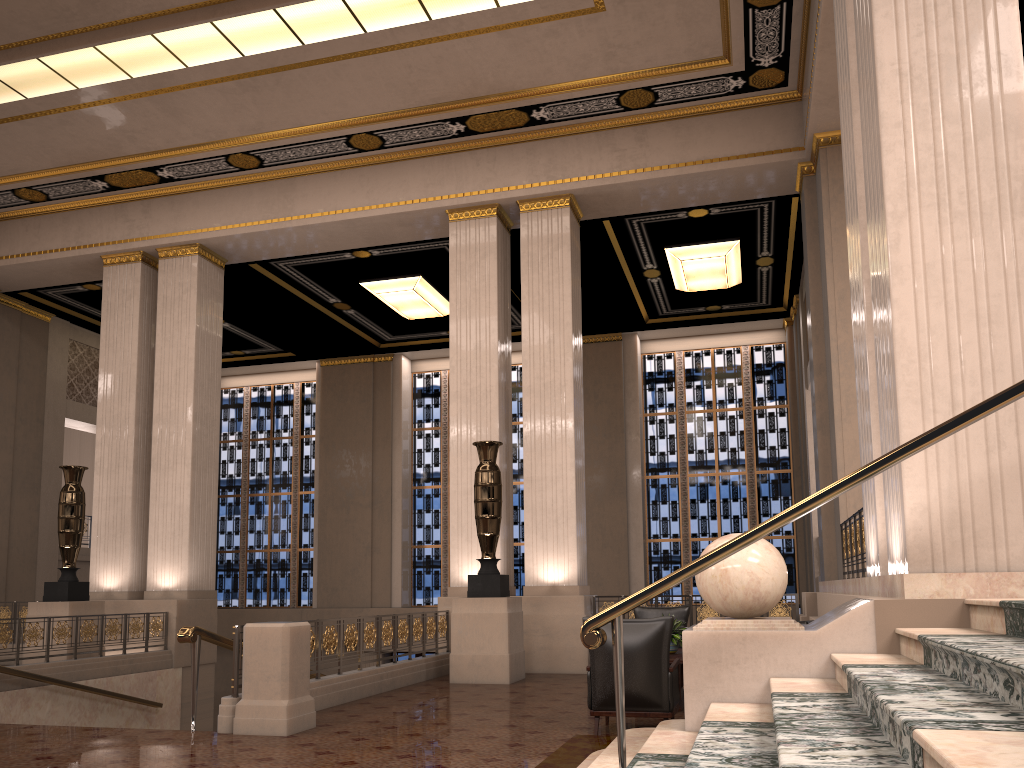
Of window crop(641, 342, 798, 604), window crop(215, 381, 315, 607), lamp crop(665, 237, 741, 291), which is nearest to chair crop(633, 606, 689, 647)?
lamp crop(665, 237, 741, 291)

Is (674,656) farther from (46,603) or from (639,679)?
(46,603)

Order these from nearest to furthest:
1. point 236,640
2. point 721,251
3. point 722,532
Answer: Result: point 236,640, point 721,251, point 722,532

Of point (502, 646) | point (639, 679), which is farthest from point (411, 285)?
point (639, 679)

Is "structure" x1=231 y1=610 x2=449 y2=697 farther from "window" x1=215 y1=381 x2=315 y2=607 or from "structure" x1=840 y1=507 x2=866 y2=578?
"window" x1=215 y1=381 x2=315 y2=607

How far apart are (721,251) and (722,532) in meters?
6.3 m

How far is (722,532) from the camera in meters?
17.9 m

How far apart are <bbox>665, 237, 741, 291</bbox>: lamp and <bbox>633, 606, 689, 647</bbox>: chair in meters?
6.6

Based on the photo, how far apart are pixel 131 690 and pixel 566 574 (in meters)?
5.77

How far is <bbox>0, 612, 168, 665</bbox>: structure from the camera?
9.77m
